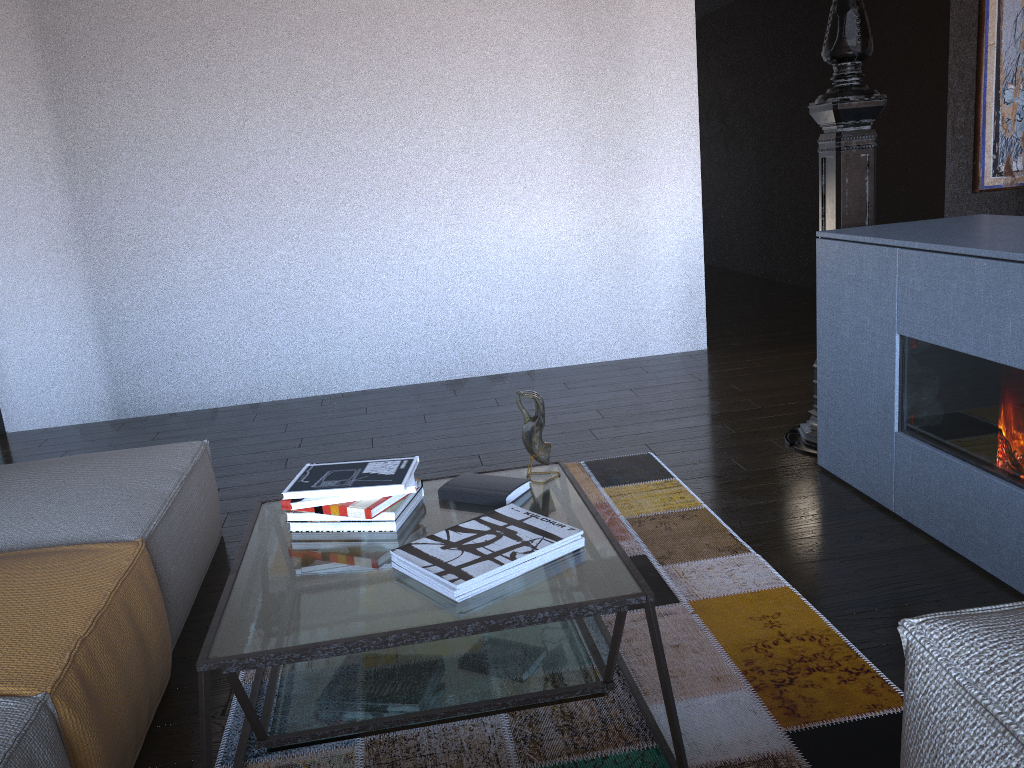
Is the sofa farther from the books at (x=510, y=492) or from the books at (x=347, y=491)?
the books at (x=510, y=492)

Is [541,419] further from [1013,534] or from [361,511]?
[1013,534]

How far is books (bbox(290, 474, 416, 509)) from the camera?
1.9m

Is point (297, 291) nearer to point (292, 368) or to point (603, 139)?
point (292, 368)

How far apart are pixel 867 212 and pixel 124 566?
2.7 meters

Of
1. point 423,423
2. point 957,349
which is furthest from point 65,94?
point 957,349

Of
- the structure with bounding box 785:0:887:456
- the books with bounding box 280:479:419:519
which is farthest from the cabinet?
the books with bounding box 280:479:419:519

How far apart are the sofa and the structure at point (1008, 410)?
1.4m

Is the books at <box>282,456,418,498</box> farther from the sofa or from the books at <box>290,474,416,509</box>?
the sofa

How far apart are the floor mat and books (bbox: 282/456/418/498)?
0.5 meters
